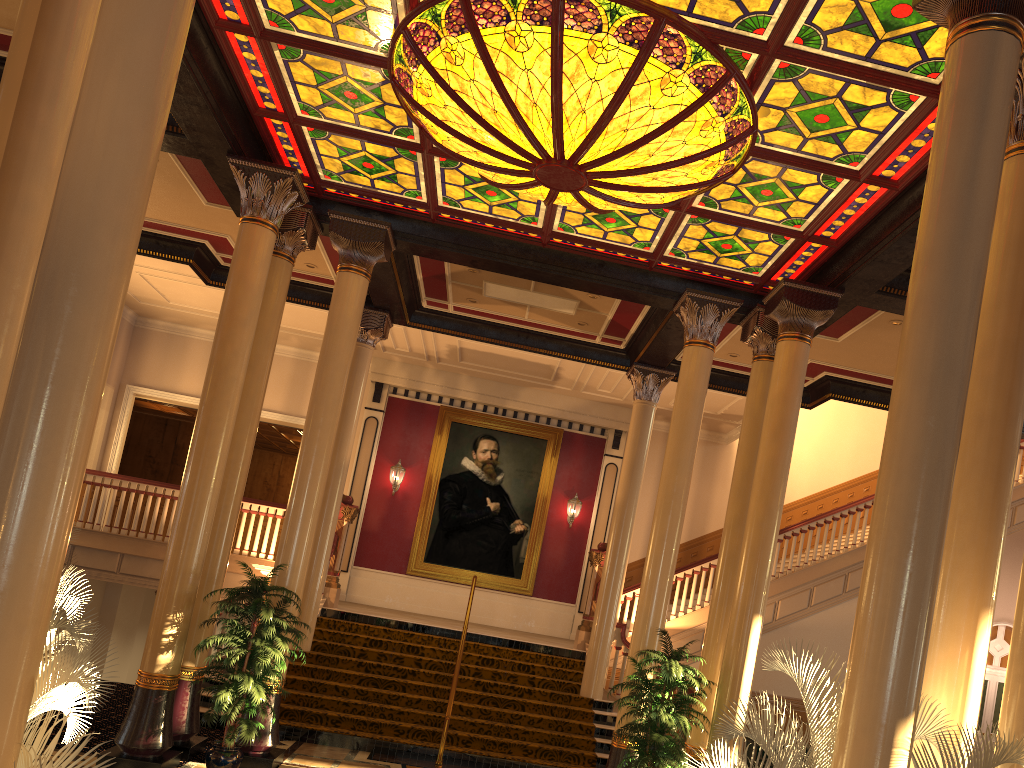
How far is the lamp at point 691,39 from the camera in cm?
621

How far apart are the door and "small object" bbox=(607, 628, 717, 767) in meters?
12.5 m

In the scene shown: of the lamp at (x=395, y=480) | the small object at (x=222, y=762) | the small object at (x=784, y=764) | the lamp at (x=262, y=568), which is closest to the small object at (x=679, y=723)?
the small object at (x=784, y=764)

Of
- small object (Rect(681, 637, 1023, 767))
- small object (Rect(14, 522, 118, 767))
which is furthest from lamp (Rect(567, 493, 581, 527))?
small object (Rect(14, 522, 118, 767))

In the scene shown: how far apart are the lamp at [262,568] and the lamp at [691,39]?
7.1m

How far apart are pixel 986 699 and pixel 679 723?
13.2 meters

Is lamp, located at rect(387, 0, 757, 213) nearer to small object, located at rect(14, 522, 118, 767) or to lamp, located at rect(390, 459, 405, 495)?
small object, located at rect(14, 522, 118, 767)

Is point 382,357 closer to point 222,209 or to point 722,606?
point 222,209

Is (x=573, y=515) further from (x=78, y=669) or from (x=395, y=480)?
(x=78, y=669)

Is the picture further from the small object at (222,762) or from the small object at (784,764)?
the small object at (784,764)
